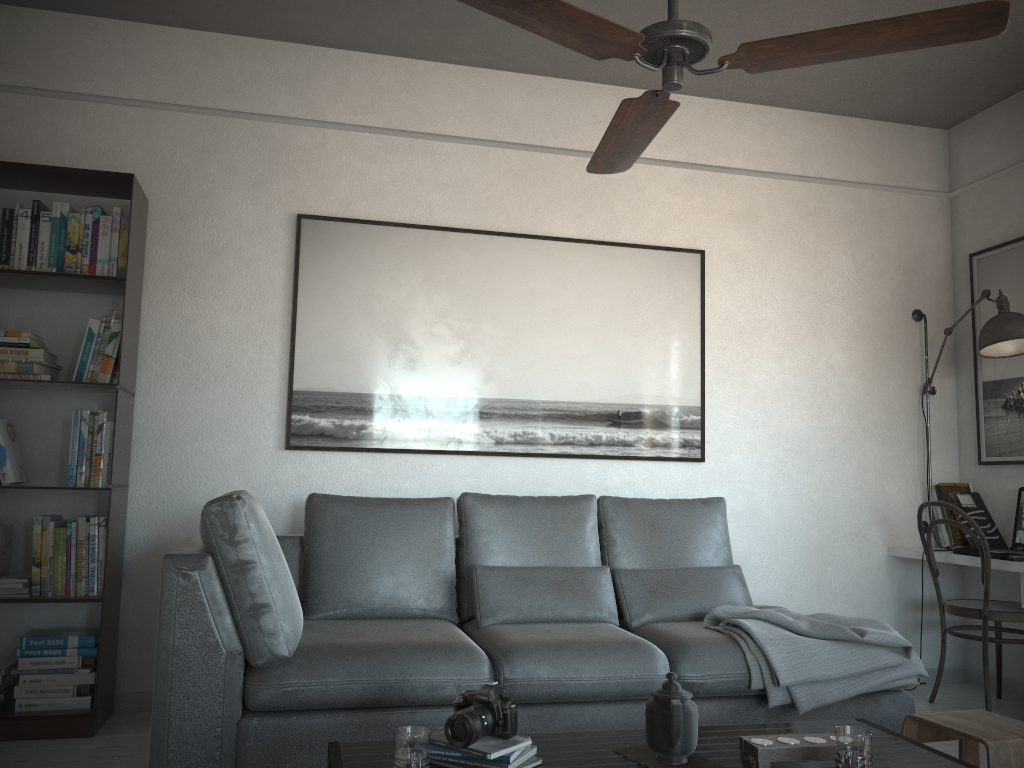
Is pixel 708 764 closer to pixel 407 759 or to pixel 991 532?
pixel 407 759

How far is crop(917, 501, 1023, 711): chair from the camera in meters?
3.8

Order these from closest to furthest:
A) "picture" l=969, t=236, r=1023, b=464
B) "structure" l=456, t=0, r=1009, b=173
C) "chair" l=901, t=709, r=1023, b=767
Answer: "structure" l=456, t=0, r=1009, b=173, "chair" l=901, t=709, r=1023, b=767, "picture" l=969, t=236, r=1023, b=464

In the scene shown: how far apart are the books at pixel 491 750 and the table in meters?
0.0 m

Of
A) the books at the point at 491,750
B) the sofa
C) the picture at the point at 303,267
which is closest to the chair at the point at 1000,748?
the sofa

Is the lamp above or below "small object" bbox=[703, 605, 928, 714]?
above

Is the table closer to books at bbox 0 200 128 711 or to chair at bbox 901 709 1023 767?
chair at bbox 901 709 1023 767

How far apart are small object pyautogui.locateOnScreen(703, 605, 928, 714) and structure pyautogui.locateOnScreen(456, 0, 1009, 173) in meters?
1.6 m

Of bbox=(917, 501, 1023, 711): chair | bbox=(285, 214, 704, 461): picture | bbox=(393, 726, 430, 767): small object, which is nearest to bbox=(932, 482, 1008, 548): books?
bbox=(917, 501, 1023, 711): chair

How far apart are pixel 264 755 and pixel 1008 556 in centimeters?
303cm
